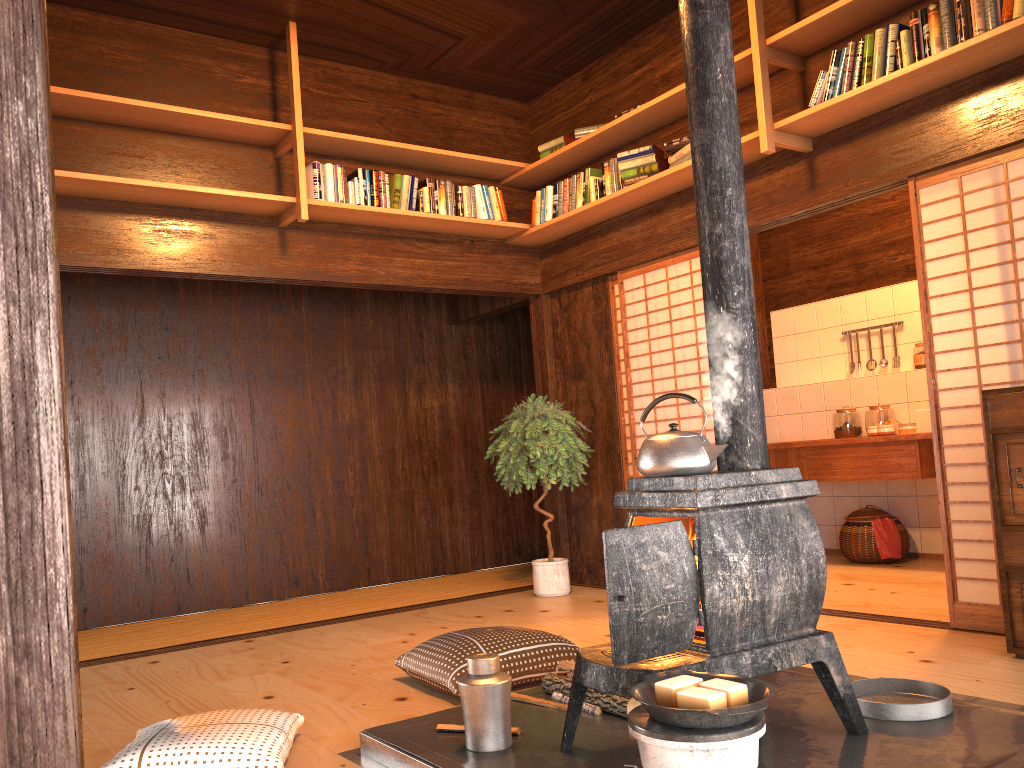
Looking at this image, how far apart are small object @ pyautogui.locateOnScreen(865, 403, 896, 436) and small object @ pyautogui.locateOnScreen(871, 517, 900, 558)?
0.7 meters

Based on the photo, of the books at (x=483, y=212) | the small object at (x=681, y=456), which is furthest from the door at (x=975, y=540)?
the books at (x=483, y=212)

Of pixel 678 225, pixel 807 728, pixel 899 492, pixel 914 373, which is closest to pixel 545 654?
pixel 807 728

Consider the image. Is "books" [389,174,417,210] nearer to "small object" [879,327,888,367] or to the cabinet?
the cabinet

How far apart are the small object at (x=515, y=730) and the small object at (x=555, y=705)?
0.27m

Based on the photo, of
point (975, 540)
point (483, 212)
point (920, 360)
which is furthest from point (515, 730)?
point (920, 360)

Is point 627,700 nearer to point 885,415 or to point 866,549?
point 866,549

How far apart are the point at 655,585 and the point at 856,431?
4.78m

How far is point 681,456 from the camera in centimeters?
240cm

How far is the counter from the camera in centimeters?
567cm
